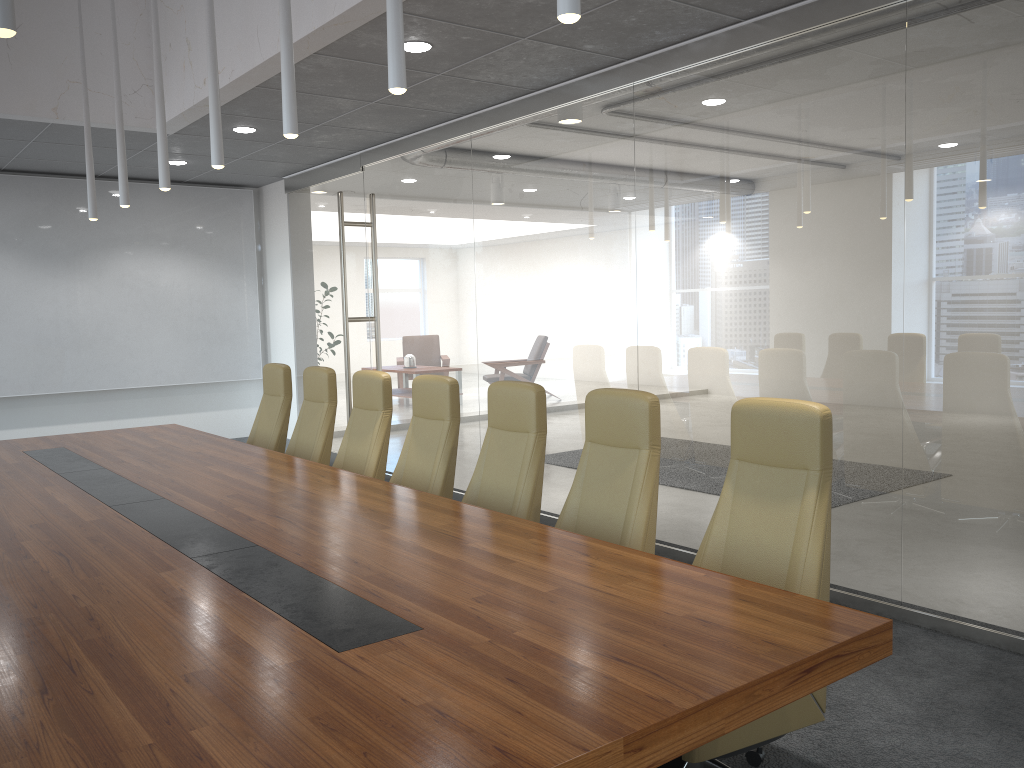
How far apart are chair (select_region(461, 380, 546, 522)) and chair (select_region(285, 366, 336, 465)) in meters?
1.9 m

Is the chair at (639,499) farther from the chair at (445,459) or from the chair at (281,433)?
the chair at (281,433)

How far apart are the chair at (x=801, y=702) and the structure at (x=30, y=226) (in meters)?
8.93

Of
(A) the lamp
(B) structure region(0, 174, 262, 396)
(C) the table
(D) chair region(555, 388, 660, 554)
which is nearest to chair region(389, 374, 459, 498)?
(C) the table

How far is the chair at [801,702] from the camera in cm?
309

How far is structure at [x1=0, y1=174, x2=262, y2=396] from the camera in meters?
10.0 m

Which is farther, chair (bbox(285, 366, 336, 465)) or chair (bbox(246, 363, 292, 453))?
chair (bbox(246, 363, 292, 453))

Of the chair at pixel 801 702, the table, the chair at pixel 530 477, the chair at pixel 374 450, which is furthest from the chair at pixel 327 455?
the chair at pixel 801 702

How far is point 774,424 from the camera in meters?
3.4 m

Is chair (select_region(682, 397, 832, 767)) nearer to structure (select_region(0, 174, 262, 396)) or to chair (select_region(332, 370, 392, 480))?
chair (select_region(332, 370, 392, 480))
